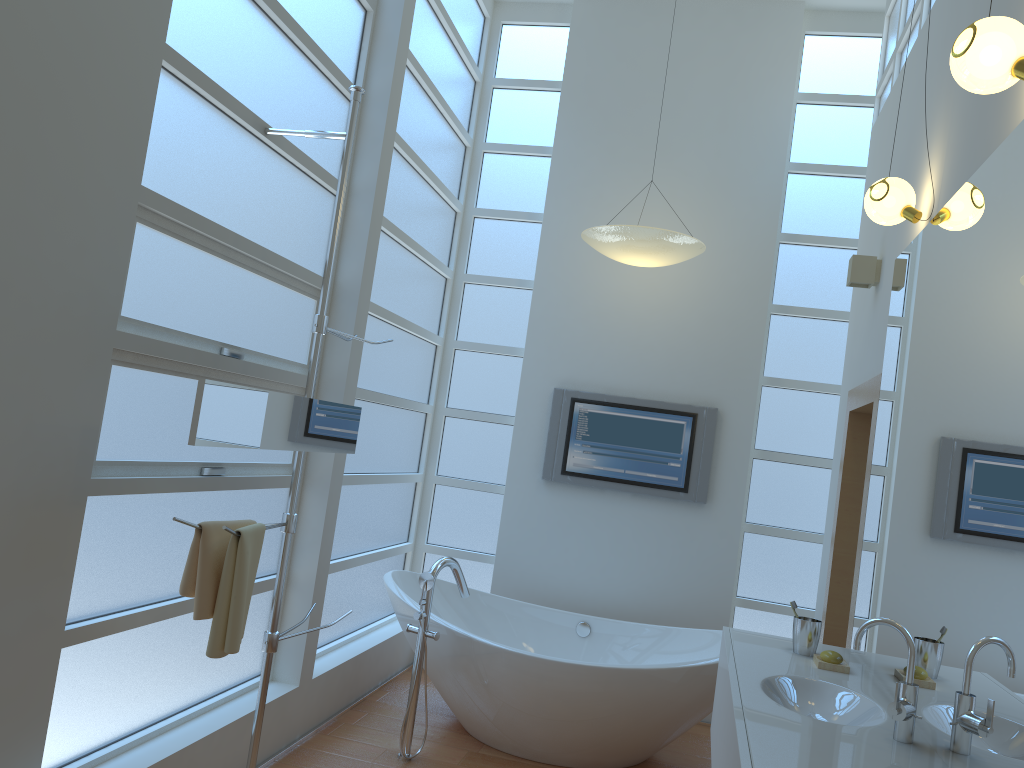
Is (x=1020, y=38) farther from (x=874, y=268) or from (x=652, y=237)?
(x=652, y=237)

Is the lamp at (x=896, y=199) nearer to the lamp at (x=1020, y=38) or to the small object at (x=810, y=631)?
the lamp at (x=1020, y=38)

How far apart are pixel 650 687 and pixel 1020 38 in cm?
265

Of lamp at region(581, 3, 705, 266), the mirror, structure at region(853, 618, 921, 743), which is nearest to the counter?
structure at region(853, 618, 921, 743)

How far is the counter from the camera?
1.9 meters

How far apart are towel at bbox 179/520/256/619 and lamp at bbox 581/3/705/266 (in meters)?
2.33

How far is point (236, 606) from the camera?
2.4m

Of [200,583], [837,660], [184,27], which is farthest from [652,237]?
[200,583]

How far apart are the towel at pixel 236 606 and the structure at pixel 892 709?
1.6 meters

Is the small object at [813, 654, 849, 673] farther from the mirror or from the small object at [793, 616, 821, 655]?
the mirror
